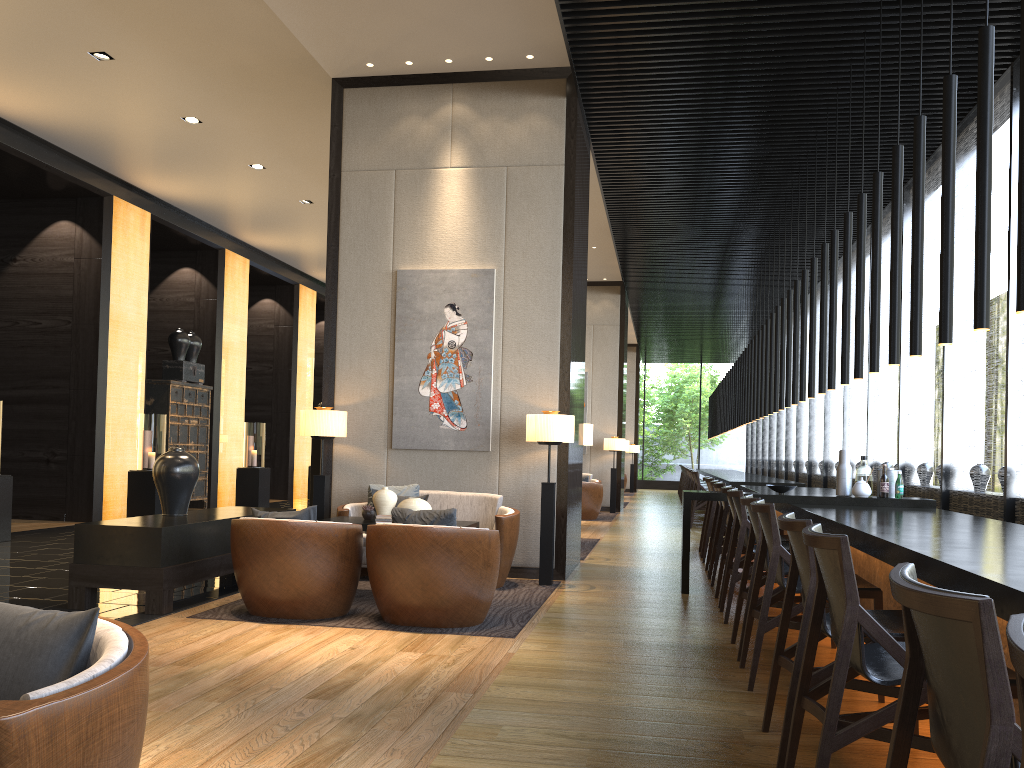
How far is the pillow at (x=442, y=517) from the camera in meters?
4.9 m

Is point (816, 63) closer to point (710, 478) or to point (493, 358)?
point (493, 358)

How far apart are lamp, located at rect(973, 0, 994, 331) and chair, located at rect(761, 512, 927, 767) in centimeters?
123cm

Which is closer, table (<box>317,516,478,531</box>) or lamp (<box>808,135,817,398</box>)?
table (<box>317,516,478,531</box>)

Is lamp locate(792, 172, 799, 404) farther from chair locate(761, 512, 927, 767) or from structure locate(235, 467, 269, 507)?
structure locate(235, 467, 269, 507)

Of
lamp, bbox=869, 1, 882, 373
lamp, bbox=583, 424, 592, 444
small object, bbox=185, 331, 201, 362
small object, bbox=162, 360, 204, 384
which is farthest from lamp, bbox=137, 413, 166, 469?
lamp, bbox=869, 1, 882, 373

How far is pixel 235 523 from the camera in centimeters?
516cm

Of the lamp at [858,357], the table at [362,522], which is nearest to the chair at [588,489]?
the table at [362,522]

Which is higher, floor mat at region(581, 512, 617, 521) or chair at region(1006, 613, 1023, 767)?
chair at region(1006, 613, 1023, 767)

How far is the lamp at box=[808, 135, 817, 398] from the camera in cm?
793
